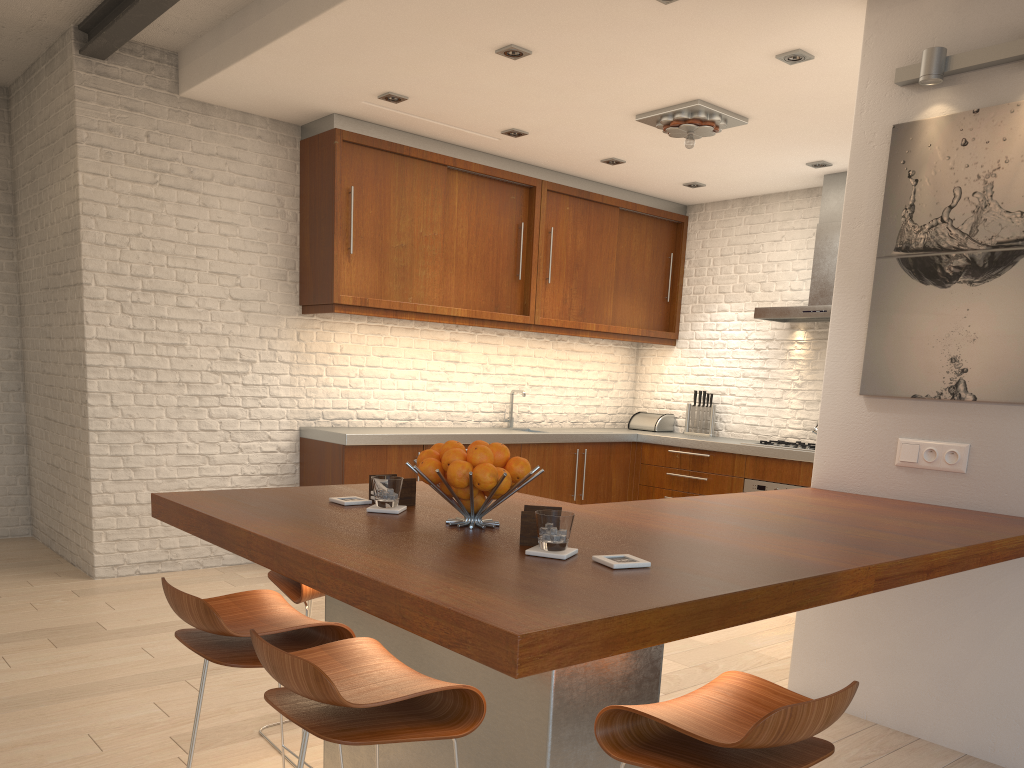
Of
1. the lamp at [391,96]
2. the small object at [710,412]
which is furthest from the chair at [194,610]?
the small object at [710,412]

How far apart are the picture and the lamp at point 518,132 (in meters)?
2.79

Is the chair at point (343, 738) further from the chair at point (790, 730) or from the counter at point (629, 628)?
the chair at point (790, 730)

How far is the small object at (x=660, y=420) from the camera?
7.6m

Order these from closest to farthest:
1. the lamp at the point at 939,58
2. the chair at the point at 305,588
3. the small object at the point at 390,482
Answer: the small object at the point at 390,482, the chair at the point at 305,588, the lamp at the point at 939,58

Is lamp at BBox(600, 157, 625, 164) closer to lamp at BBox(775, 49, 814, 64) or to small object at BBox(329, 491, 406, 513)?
lamp at BBox(775, 49, 814, 64)

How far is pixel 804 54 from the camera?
4.2m

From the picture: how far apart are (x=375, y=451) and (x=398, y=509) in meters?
3.2

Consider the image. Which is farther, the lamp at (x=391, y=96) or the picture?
the lamp at (x=391, y=96)

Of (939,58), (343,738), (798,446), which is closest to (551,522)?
(343,738)
